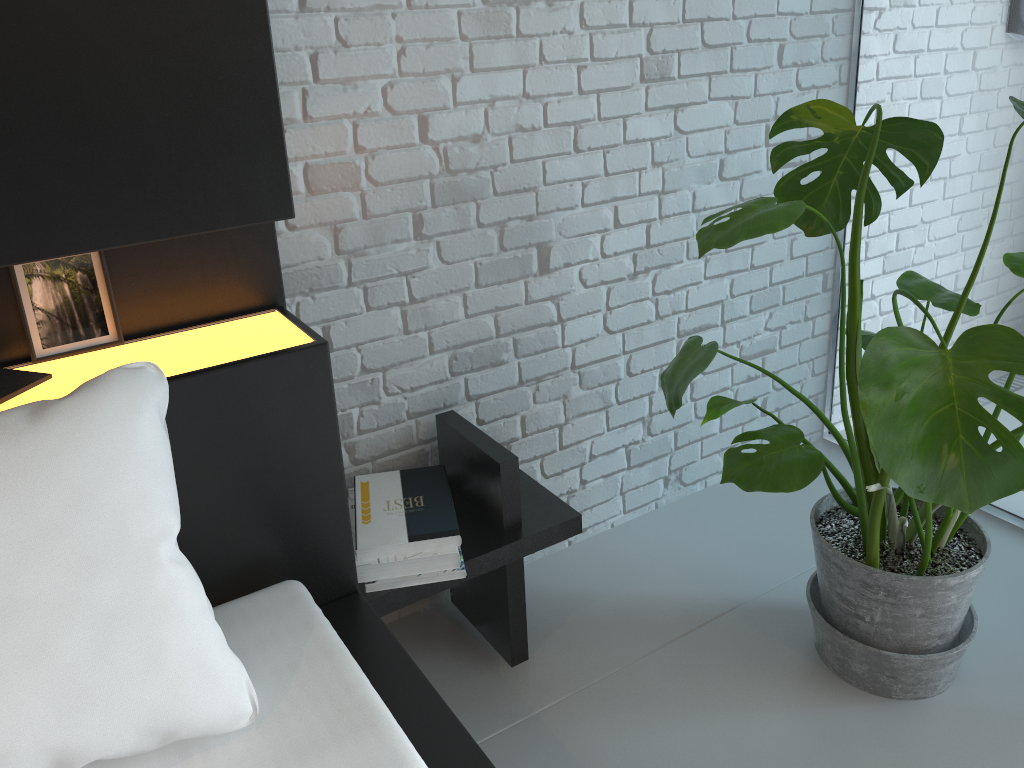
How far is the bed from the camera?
0.96m

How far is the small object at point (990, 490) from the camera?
1.05m

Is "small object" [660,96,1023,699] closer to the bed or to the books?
the bed

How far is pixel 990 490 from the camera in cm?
105

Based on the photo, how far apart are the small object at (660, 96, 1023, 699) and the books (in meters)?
0.95

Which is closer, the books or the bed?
the bed

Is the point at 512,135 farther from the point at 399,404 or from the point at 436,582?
the point at 436,582

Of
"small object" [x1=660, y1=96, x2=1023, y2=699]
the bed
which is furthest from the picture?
"small object" [x1=660, y1=96, x2=1023, y2=699]

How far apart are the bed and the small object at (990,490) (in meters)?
0.29

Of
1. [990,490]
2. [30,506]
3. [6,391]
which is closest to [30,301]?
[6,391]
